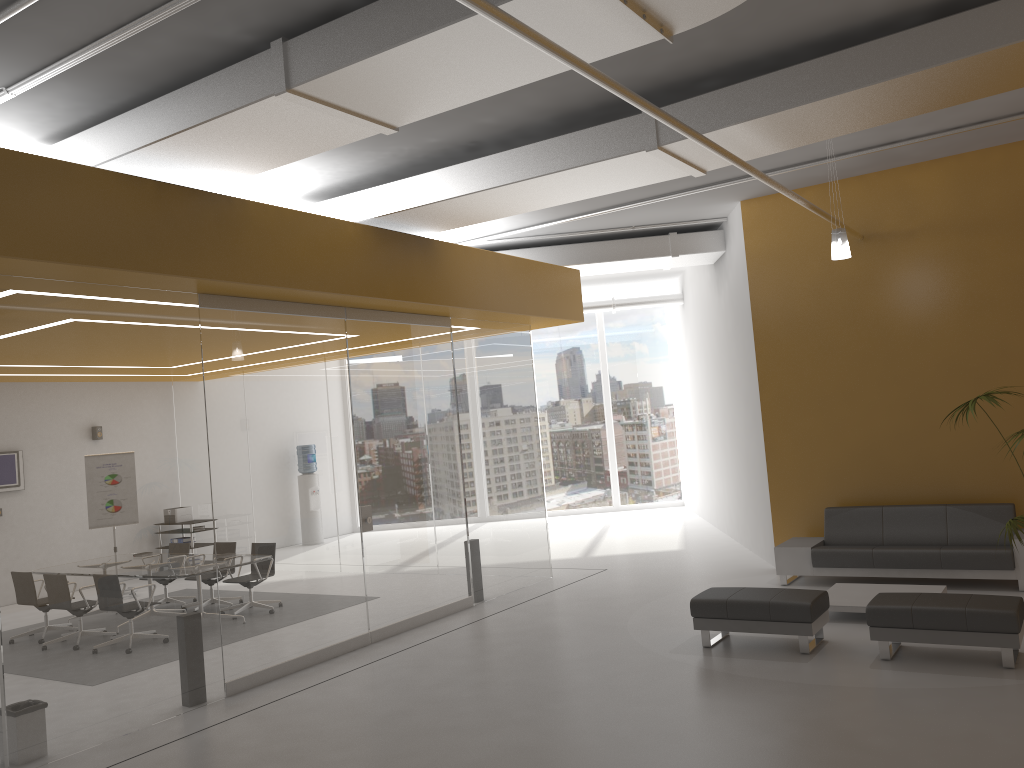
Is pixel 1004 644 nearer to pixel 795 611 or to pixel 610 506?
pixel 795 611

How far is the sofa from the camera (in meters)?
8.61

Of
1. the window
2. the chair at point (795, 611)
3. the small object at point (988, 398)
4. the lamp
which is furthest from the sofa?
the window

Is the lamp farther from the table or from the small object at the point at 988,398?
the table

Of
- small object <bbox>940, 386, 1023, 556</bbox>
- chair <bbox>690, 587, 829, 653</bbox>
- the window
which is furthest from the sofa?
the window

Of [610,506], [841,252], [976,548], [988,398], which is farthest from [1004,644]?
[610,506]

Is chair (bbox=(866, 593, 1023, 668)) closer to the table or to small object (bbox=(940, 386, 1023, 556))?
the table

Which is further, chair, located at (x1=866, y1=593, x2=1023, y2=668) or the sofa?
the sofa

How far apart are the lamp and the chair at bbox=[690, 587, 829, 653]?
3.1 meters

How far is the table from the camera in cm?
784
